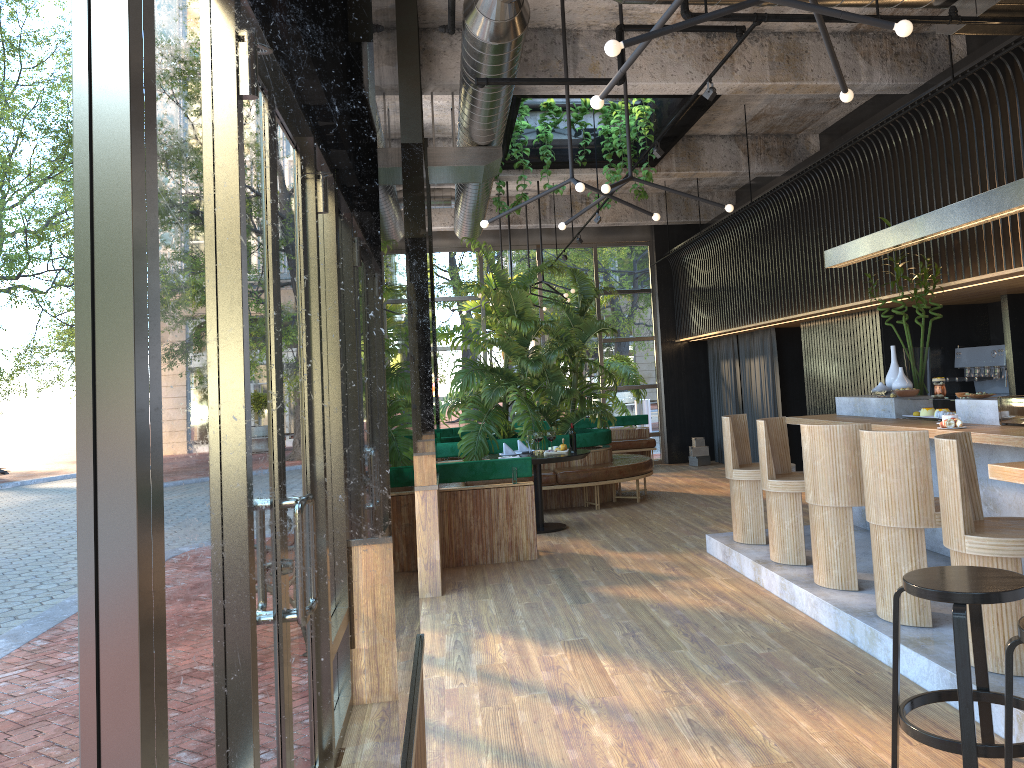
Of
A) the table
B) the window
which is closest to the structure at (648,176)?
the table

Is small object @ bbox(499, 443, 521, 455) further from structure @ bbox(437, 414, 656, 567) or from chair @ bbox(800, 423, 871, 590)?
chair @ bbox(800, 423, 871, 590)

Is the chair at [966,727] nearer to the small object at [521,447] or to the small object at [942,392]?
the small object at [942,392]

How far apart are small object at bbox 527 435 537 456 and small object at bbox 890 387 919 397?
3.7 meters

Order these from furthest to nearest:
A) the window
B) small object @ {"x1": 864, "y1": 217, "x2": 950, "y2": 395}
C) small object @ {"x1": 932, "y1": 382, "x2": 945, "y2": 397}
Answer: small object @ {"x1": 864, "y1": 217, "x2": 950, "y2": 395} → small object @ {"x1": 932, "y1": 382, "x2": 945, "y2": 397} → the window

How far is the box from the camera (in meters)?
14.35

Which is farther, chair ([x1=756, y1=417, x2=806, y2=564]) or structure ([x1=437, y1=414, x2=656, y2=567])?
structure ([x1=437, y1=414, x2=656, y2=567])

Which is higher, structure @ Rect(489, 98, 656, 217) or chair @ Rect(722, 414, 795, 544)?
structure @ Rect(489, 98, 656, 217)

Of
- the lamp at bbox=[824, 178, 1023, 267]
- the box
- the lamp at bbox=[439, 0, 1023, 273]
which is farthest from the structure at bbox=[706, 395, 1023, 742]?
the box

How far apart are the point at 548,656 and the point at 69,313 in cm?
395
